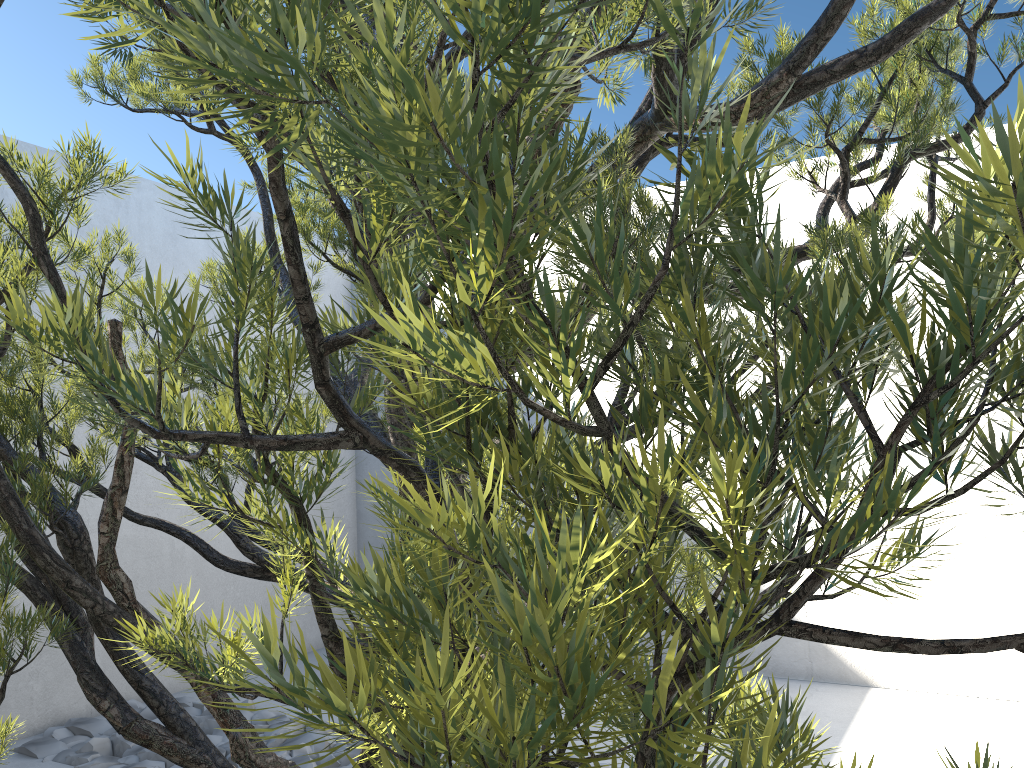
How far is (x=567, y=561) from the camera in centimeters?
25cm

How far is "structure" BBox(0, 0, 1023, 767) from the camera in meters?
0.2

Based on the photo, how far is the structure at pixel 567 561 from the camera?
0.25m
